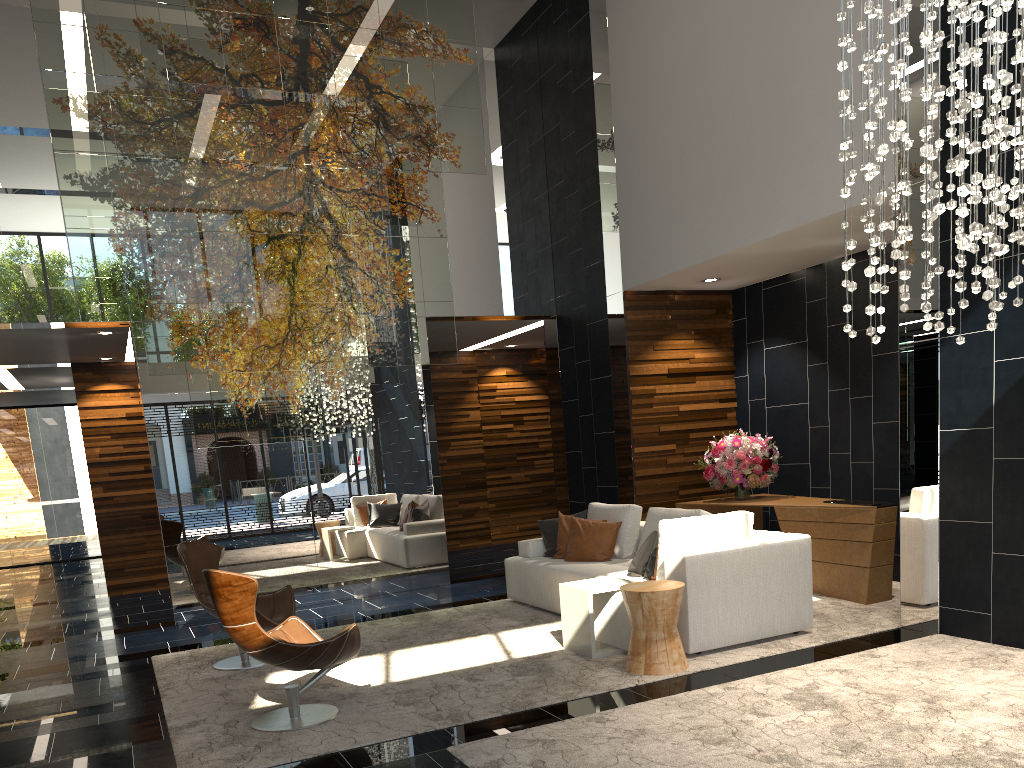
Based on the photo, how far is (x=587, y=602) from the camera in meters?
5.4

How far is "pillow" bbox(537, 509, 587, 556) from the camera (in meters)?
7.46

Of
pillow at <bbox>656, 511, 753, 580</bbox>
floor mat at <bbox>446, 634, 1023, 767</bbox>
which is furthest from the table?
floor mat at <bbox>446, 634, 1023, 767</bbox>

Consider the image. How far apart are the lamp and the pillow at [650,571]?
2.2 meters

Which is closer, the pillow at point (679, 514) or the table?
the table

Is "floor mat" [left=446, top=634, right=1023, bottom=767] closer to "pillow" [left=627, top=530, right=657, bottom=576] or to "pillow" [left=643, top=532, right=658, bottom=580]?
"pillow" [left=643, top=532, right=658, bottom=580]

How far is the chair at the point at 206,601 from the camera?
5.99m

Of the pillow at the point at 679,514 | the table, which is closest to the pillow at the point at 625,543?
the pillow at the point at 679,514

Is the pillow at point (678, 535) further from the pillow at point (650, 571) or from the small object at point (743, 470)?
the small object at point (743, 470)

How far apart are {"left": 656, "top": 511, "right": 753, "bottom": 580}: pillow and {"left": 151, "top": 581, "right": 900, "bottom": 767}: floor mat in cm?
53
